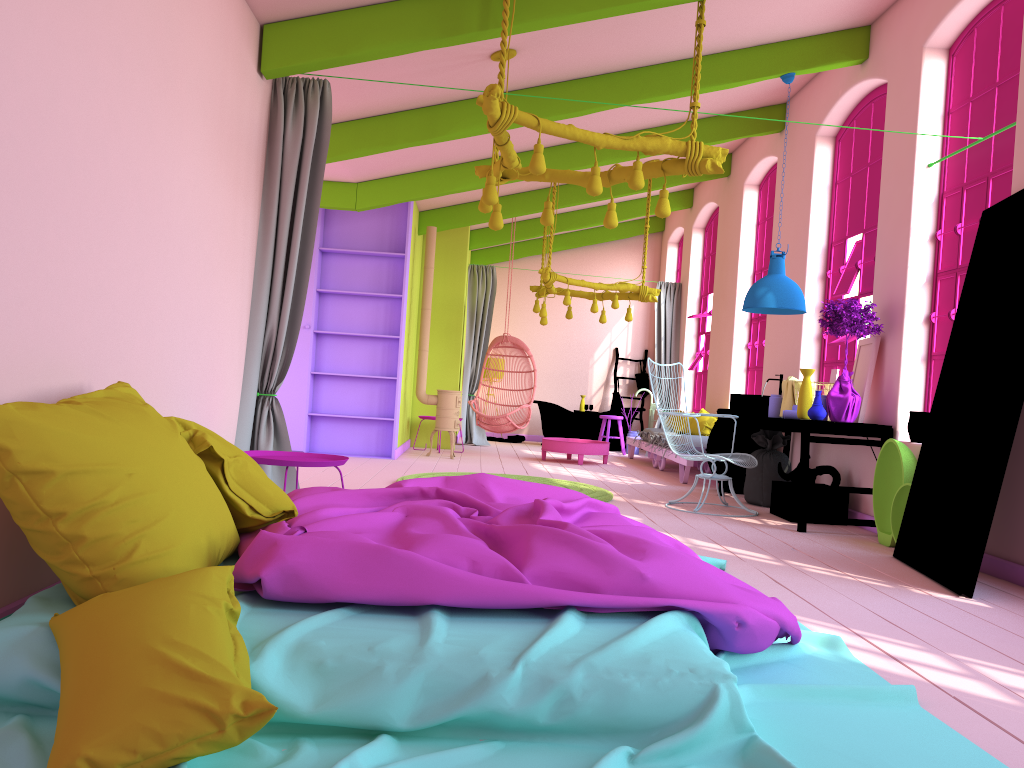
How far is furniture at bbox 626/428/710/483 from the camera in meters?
10.2 m

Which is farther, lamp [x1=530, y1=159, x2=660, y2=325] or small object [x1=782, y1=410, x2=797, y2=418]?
lamp [x1=530, y1=159, x2=660, y2=325]

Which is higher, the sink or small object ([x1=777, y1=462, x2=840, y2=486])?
the sink

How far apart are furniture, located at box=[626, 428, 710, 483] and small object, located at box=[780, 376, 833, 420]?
1.9 meters

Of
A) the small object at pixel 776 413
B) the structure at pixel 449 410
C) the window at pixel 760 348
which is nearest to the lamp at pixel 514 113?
the small object at pixel 776 413

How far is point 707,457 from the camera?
7.13m

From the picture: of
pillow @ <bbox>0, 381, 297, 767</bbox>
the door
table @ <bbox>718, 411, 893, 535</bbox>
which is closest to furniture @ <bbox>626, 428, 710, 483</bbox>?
table @ <bbox>718, 411, 893, 535</bbox>

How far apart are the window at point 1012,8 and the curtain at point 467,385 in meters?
7.9

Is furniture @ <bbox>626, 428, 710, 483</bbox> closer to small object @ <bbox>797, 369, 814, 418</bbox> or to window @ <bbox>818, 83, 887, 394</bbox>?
window @ <bbox>818, 83, 887, 394</bbox>

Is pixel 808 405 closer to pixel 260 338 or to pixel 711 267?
pixel 260 338
